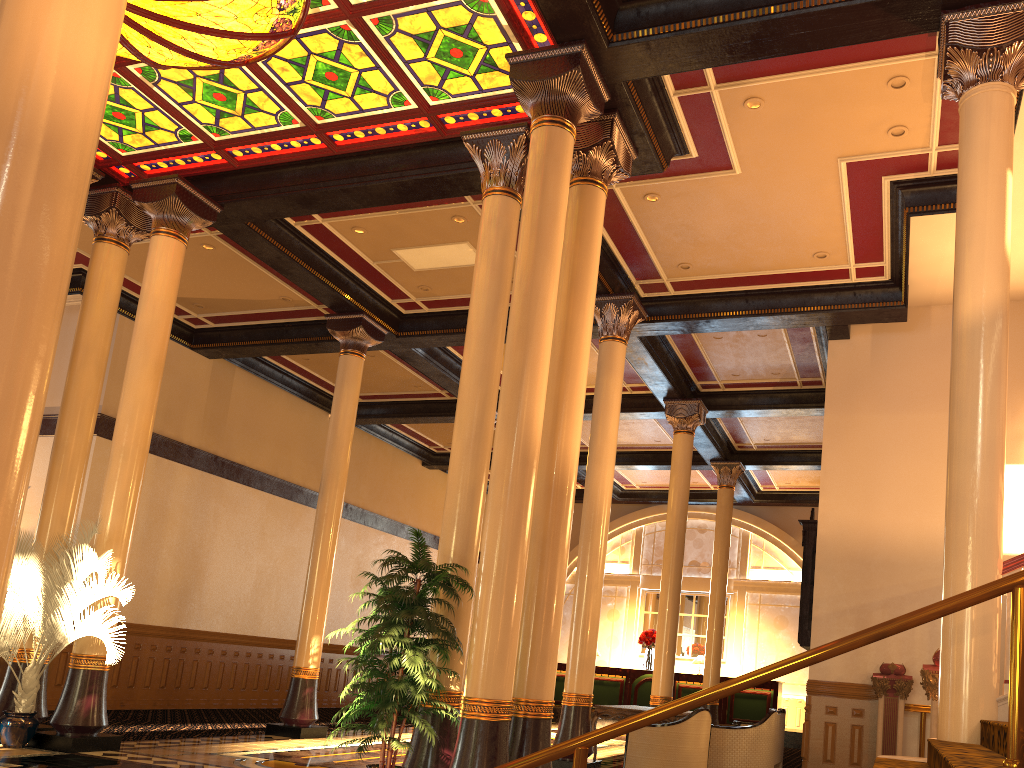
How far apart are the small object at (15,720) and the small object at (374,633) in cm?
279

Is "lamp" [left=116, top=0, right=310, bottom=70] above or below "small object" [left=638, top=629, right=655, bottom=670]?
above

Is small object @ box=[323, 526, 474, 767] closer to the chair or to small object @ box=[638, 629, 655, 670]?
the chair

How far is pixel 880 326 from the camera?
11.6 meters

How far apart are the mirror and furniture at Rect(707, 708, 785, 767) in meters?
0.9 m

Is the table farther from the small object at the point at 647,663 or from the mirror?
the small object at the point at 647,663

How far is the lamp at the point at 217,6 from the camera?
7.02m

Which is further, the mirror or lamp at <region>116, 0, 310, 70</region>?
the mirror

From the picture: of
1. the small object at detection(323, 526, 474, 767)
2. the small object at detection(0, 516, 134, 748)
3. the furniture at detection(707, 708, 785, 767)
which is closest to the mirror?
the furniture at detection(707, 708, 785, 767)

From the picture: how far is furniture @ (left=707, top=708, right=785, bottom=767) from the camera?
9.72m
